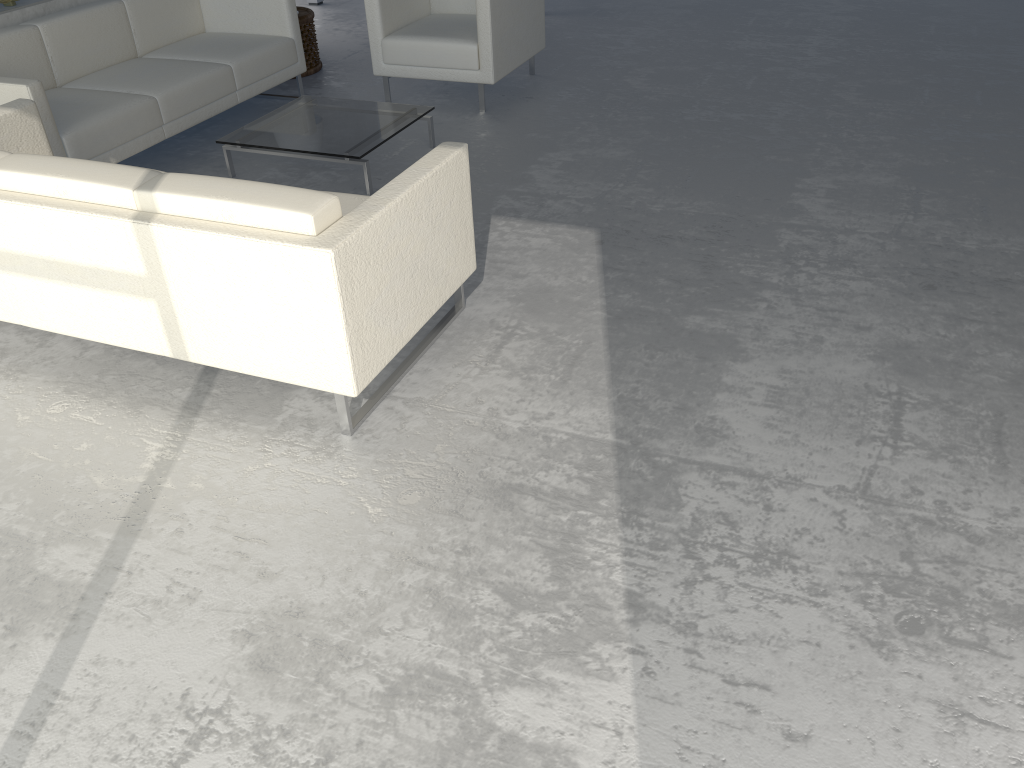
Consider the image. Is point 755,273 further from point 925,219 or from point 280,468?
point 280,468

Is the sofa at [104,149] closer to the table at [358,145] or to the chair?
the table at [358,145]

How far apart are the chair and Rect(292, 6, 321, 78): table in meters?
0.8 m

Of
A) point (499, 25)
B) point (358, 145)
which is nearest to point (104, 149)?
point (358, 145)

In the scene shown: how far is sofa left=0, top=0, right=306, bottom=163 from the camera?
3.9 meters

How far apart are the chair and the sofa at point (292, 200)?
2.1 meters

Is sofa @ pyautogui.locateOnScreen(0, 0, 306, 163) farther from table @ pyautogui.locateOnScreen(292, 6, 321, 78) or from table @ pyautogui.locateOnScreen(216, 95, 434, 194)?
table @ pyautogui.locateOnScreen(292, 6, 321, 78)

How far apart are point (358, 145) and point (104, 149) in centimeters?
111cm

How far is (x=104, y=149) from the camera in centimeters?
391cm

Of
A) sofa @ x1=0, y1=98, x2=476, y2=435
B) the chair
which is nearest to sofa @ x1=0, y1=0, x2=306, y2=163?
sofa @ x1=0, y1=98, x2=476, y2=435
